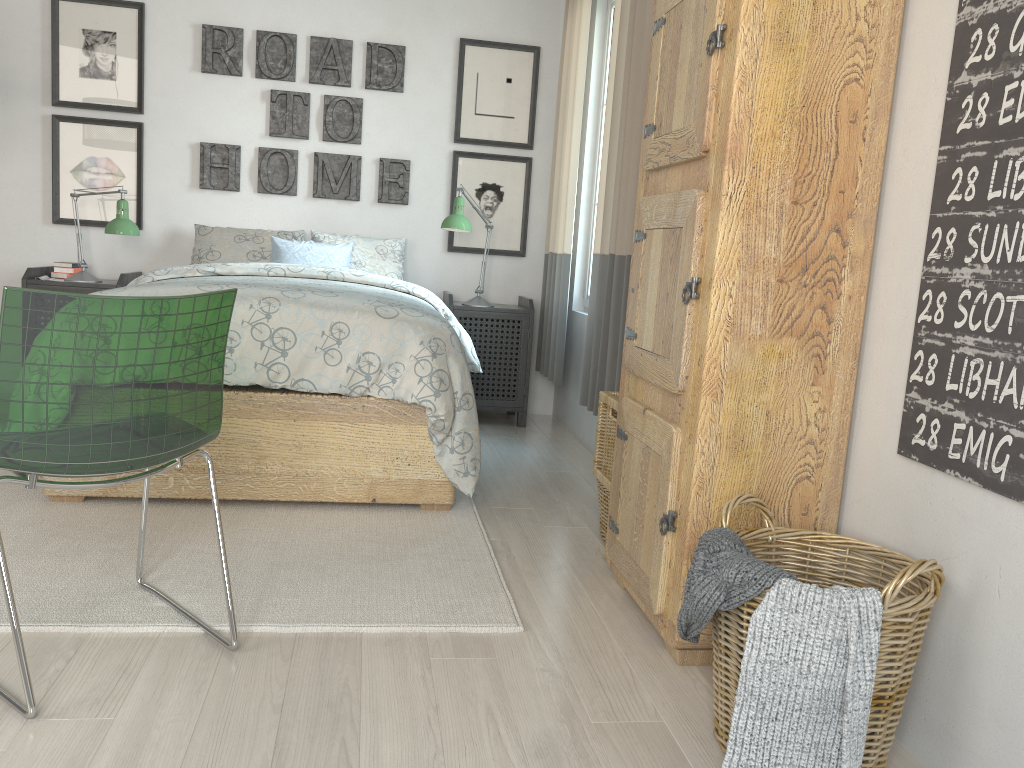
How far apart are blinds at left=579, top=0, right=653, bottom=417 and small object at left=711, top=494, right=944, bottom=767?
1.4 meters

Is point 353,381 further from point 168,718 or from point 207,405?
point 168,718

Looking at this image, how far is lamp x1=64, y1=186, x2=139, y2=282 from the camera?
3.95m

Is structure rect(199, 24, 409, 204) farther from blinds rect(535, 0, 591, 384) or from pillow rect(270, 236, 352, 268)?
blinds rect(535, 0, 591, 384)

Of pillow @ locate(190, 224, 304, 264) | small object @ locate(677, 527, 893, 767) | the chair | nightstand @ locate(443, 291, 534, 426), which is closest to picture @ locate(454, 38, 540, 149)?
nightstand @ locate(443, 291, 534, 426)

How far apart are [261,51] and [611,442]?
2.9 meters

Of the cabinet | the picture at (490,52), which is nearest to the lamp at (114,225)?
the picture at (490,52)

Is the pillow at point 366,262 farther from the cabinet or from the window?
the cabinet

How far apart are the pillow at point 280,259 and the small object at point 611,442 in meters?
1.9

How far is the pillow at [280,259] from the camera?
4.2m
